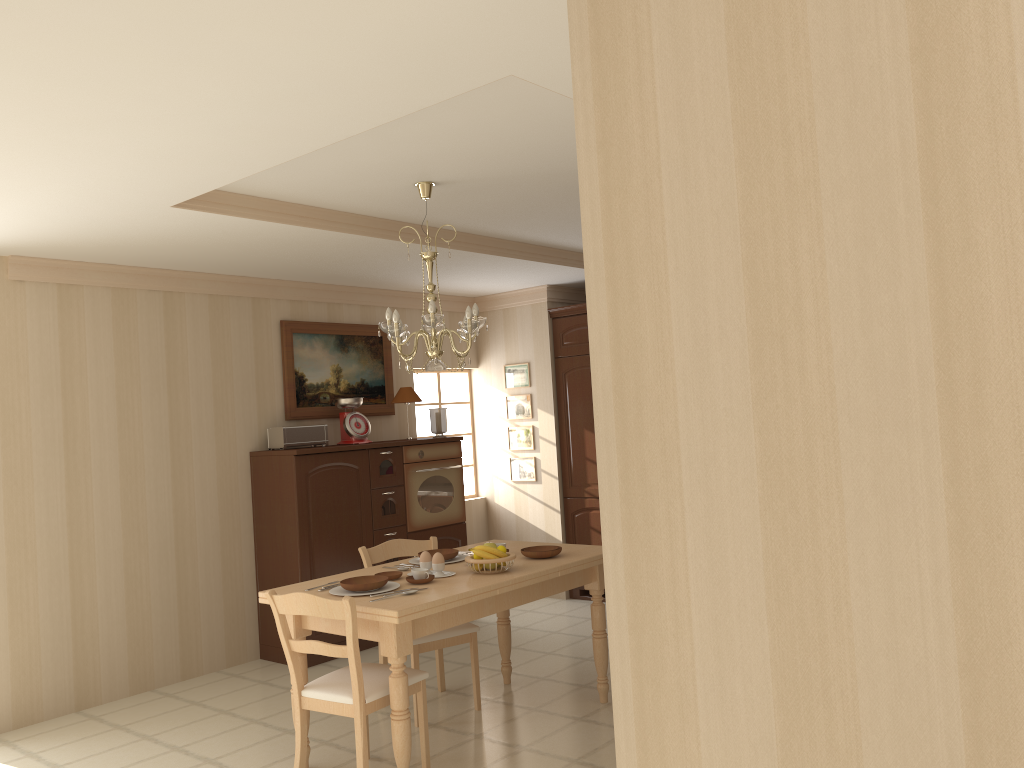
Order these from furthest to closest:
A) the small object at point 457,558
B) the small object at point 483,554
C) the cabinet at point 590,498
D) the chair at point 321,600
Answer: the cabinet at point 590,498
the small object at point 457,558
the small object at point 483,554
the chair at point 321,600

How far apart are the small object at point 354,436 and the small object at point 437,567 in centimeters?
225cm

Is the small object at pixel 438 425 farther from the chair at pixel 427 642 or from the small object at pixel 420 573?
the small object at pixel 420 573

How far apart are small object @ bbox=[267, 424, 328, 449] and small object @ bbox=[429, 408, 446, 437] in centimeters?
90cm

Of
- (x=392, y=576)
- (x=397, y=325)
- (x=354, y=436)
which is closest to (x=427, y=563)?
(x=392, y=576)

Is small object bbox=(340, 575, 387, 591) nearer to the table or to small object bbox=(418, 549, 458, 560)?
the table

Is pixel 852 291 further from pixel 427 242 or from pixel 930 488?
pixel 427 242

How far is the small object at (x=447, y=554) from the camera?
4.4m

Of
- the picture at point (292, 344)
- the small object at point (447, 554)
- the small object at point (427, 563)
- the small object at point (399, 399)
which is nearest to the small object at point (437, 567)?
the small object at point (427, 563)

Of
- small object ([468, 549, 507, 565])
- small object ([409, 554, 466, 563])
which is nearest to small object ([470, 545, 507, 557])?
small object ([468, 549, 507, 565])
